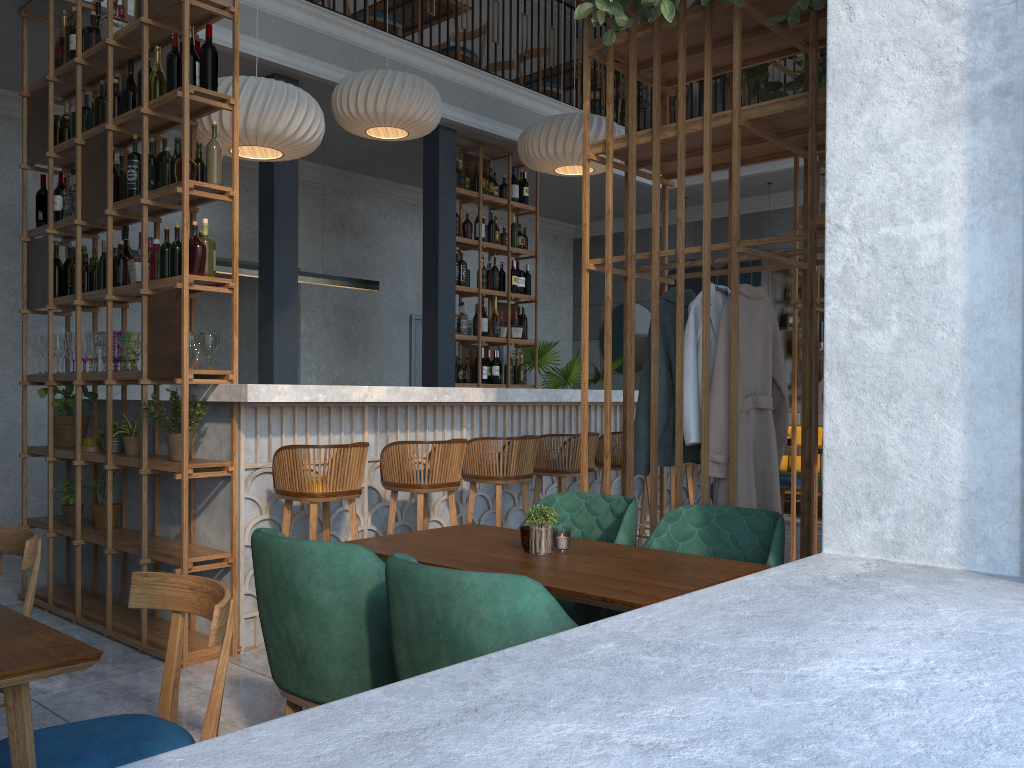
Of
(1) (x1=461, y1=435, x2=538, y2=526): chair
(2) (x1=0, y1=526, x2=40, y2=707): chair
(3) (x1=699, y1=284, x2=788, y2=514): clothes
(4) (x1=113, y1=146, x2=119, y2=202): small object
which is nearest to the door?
(1) (x1=461, y1=435, x2=538, y2=526): chair

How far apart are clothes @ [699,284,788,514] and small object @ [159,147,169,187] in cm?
277

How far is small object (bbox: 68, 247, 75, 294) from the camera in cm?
494

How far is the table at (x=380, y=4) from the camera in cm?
800

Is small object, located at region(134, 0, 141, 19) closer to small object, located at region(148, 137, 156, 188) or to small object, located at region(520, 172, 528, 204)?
small object, located at region(148, 137, 156, 188)

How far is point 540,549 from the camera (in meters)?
2.64

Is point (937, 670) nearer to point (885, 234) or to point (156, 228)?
point (885, 234)

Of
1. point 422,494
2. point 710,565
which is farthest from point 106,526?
point 710,565

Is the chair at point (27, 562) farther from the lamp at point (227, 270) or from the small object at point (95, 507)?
the lamp at point (227, 270)

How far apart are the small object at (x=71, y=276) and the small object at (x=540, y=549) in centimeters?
349cm
